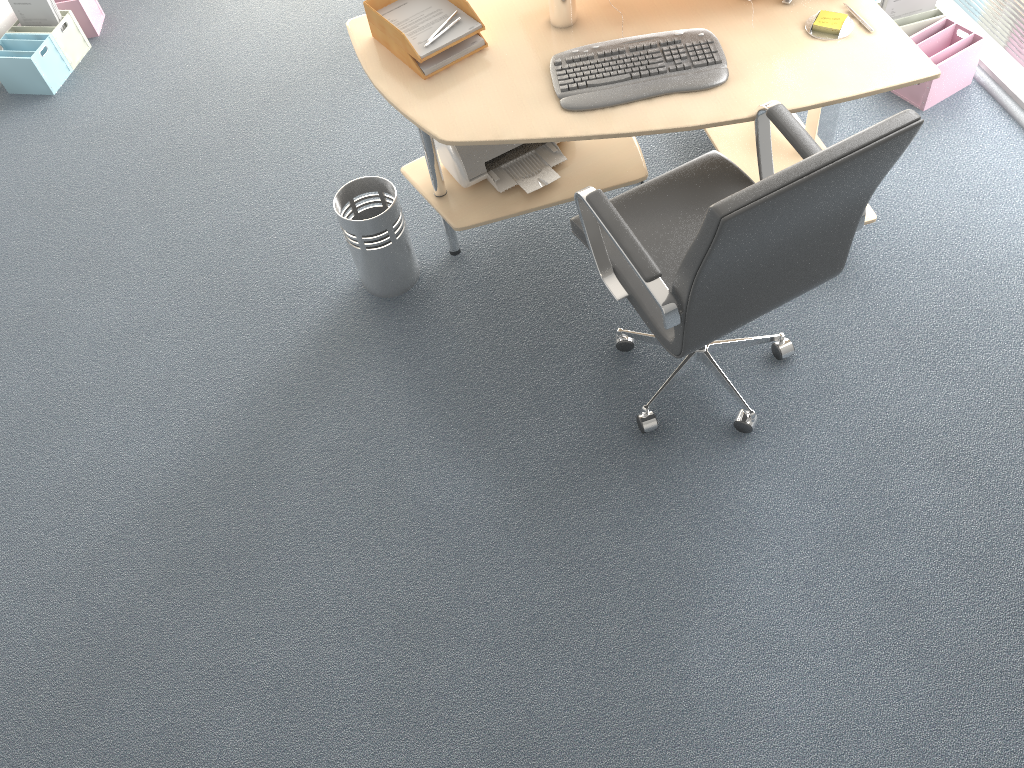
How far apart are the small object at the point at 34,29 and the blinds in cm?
387

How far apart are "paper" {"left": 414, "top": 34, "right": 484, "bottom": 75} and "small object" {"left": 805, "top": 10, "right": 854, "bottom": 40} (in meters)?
0.93

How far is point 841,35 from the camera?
2.4m

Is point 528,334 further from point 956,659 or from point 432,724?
point 956,659

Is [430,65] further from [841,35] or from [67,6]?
[67,6]

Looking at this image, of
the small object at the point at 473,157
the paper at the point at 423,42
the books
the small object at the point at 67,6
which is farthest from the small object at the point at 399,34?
the small object at the point at 67,6

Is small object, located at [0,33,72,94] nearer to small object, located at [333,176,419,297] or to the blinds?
small object, located at [333,176,419,297]

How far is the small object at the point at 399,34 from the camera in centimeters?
253cm

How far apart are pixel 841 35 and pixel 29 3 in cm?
356

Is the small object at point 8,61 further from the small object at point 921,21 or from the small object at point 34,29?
the small object at point 921,21
